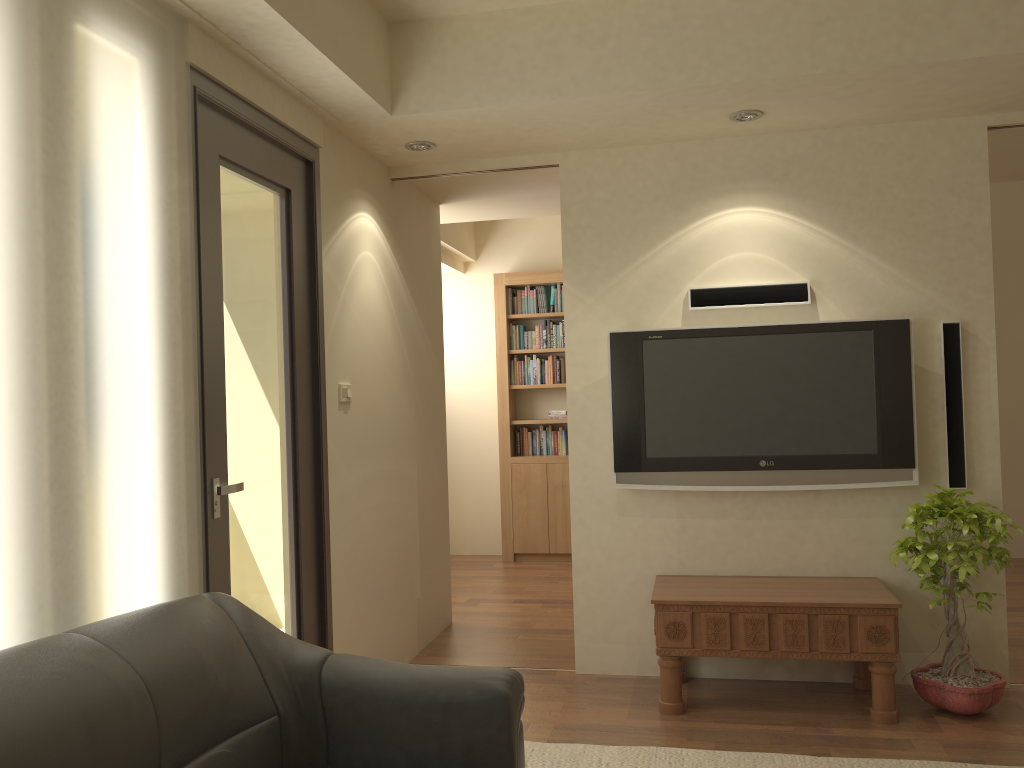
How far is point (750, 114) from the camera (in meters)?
3.89

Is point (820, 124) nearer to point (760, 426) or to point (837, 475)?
point (760, 426)

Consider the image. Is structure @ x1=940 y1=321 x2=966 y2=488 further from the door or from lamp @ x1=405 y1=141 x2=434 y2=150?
the door

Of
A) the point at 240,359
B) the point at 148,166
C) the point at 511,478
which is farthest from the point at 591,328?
the point at 511,478

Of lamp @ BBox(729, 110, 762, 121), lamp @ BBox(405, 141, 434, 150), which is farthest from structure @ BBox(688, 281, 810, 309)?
lamp @ BBox(405, 141, 434, 150)

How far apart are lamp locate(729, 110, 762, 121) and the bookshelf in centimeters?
351cm

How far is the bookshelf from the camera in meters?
7.4 m

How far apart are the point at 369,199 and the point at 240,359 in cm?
146

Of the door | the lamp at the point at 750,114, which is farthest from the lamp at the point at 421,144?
the lamp at the point at 750,114

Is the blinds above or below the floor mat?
above
